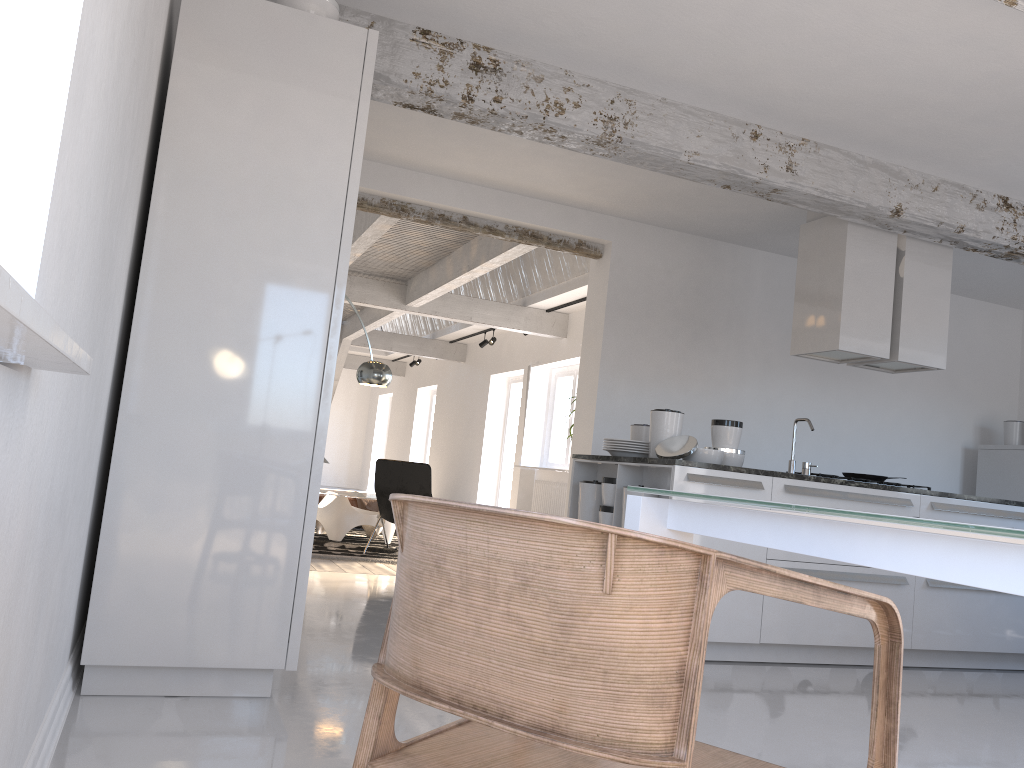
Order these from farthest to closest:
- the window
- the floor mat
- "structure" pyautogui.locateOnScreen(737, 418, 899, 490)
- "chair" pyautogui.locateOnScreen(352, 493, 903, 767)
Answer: the window, the floor mat, "structure" pyautogui.locateOnScreen(737, 418, 899, 490), "chair" pyautogui.locateOnScreen(352, 493, 903, 767)

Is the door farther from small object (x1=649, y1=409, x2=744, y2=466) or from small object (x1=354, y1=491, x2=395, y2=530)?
small object (x1=649, y1=409, x2=744, y2=466)

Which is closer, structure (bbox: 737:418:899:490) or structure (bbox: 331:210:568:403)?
structure (bbox: 737:418:899:490)

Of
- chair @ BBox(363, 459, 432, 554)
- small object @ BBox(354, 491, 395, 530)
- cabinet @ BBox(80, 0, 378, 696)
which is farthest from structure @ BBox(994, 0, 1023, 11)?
small object @ BBox(354, 491, 395, 530)

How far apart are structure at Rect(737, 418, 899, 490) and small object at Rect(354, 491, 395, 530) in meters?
5.9 m

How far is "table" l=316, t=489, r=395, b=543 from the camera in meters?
8.4 m

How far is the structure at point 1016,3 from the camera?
3.0m

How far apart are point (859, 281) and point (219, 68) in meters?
4.1

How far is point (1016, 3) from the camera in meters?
3.0

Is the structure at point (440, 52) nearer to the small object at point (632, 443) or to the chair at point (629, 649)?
the small object at point (632, 443)
